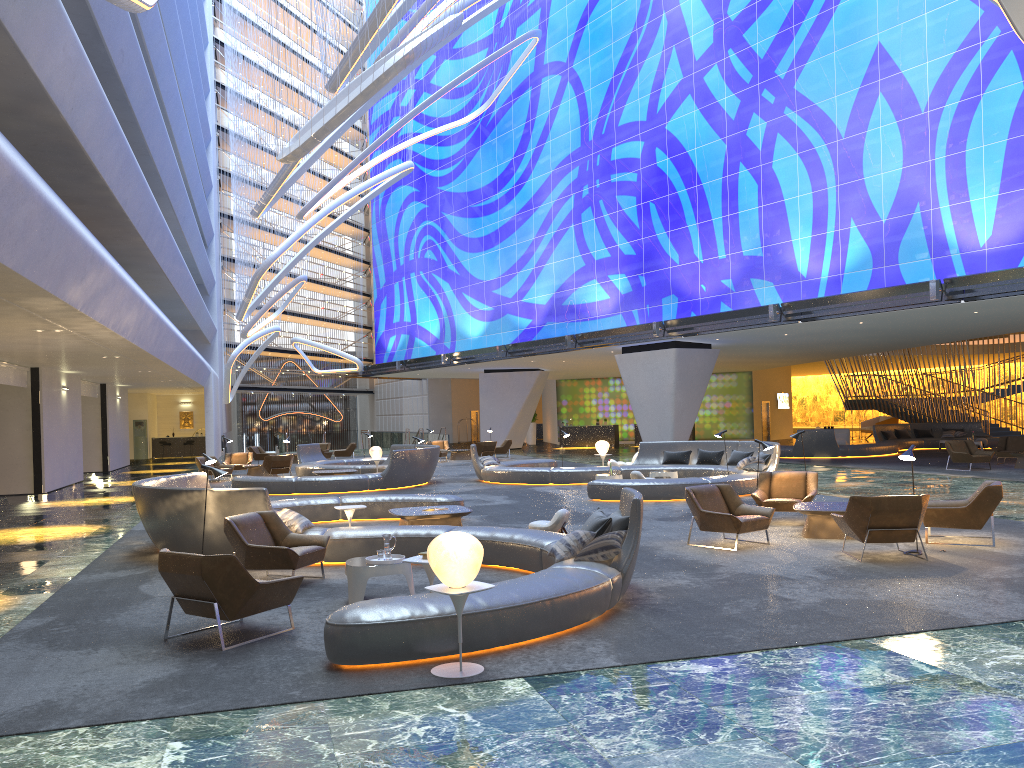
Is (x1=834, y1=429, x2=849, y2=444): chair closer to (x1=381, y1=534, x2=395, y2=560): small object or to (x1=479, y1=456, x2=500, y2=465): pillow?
(x1=479, y1=456, x2=500, y2=465): pillow

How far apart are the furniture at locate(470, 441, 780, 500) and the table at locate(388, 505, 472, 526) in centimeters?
489cm

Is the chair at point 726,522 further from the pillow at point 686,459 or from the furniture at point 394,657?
the pillow at point 686,459

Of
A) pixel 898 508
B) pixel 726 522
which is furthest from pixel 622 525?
pixel 898 508

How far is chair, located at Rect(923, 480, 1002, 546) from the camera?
10.8m

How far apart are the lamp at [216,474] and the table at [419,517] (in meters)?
2.83

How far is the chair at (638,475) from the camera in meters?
18.9

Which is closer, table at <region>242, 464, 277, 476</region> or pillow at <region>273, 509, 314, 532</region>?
pillow at <region>273, 509, 314, 532</region>

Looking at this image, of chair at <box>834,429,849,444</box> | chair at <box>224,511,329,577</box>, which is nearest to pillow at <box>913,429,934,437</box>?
chair at <box>834,429,849,444</box>

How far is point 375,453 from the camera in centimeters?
2503cm
